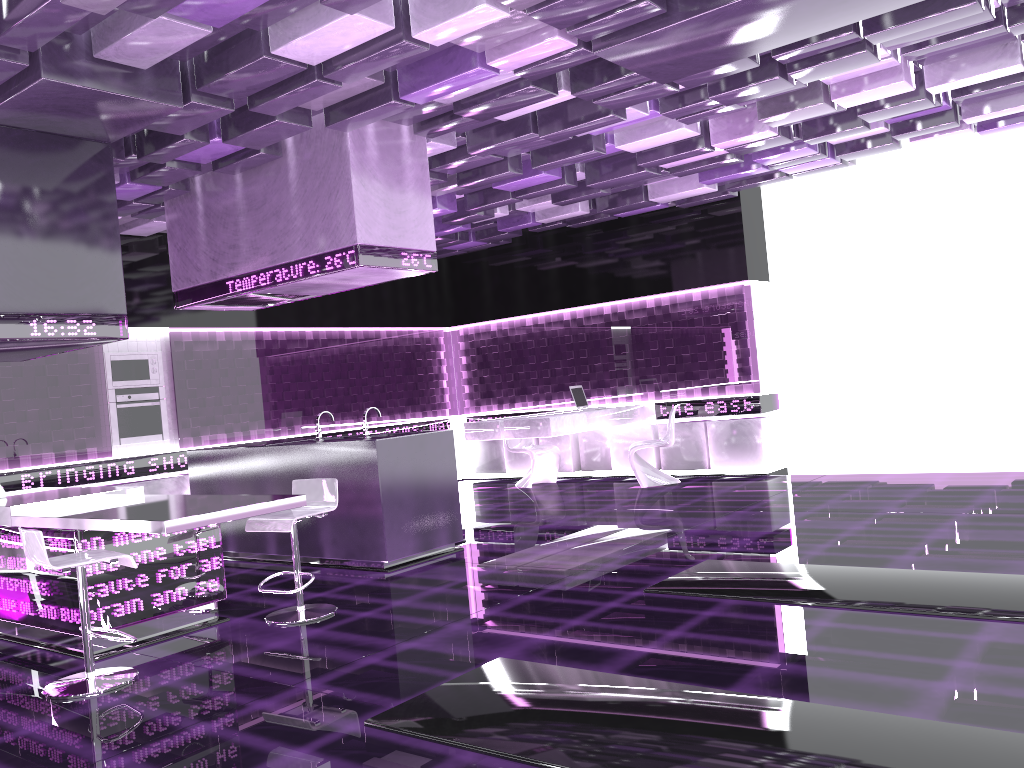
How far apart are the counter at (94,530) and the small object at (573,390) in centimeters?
536cm

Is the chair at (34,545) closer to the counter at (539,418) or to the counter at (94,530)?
the counter at (94,530)

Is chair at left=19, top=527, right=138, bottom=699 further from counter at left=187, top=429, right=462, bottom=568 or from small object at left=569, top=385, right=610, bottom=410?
small object at left=569, top=385, right=610, bottom=410

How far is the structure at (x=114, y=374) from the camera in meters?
8.6

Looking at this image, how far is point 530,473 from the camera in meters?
10.5

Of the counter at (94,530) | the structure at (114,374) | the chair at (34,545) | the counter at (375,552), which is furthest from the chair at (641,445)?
the chair at (34,545)

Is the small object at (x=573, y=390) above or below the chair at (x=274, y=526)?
above

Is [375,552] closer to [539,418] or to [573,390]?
[539,418]

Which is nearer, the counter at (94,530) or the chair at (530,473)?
the counter at (94,530)

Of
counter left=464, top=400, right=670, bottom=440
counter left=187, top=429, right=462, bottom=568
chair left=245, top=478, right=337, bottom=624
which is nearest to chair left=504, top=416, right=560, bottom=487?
counter left=464, top=400, right=670, bottom=440
